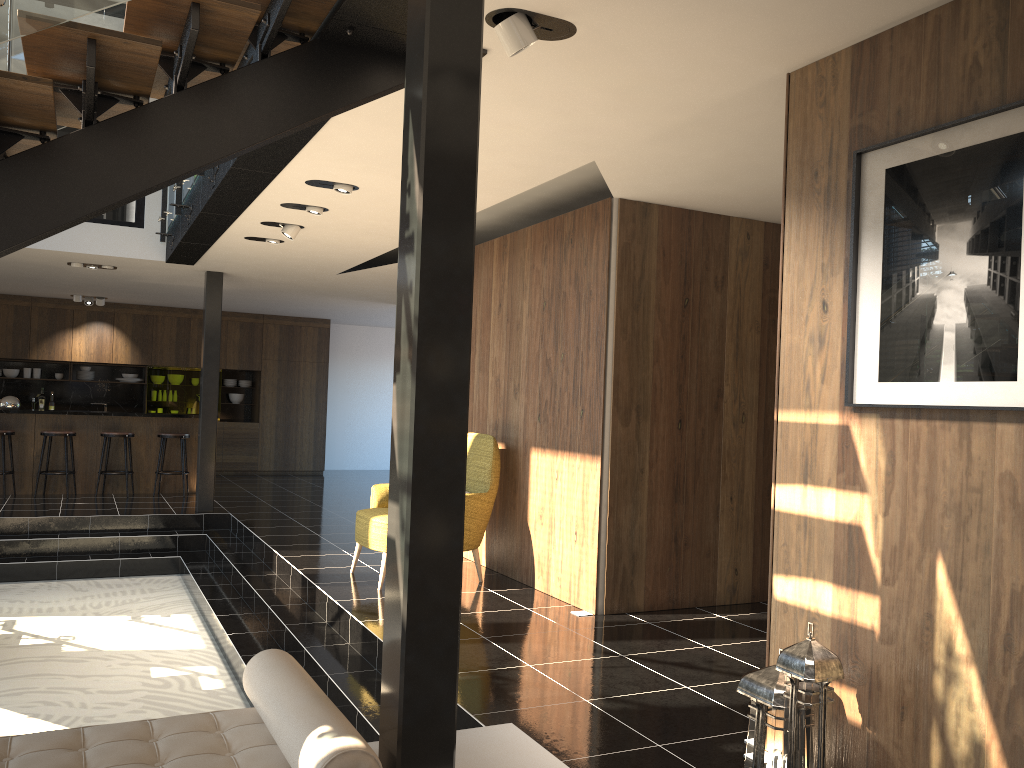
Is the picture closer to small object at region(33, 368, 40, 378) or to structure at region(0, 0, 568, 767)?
structure at region(0, 0, 568, 767)

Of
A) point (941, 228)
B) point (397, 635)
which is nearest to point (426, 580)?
point (397, 635)

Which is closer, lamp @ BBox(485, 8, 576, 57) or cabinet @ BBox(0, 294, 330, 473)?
lamp @ BBox(485, 8, 576, 57)

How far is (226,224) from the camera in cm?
707

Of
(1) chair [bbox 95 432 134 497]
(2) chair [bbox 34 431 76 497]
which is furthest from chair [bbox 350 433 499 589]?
(2) chair [bbox 34 431 76 497]

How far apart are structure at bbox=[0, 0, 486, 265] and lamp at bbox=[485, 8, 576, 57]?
0.30m

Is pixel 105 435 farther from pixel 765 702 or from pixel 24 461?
pixel 765 702

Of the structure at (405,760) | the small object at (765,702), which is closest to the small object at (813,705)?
the small object at (765,702)

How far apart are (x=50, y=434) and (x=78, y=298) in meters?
3.2 m

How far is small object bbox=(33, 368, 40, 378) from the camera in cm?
1393
